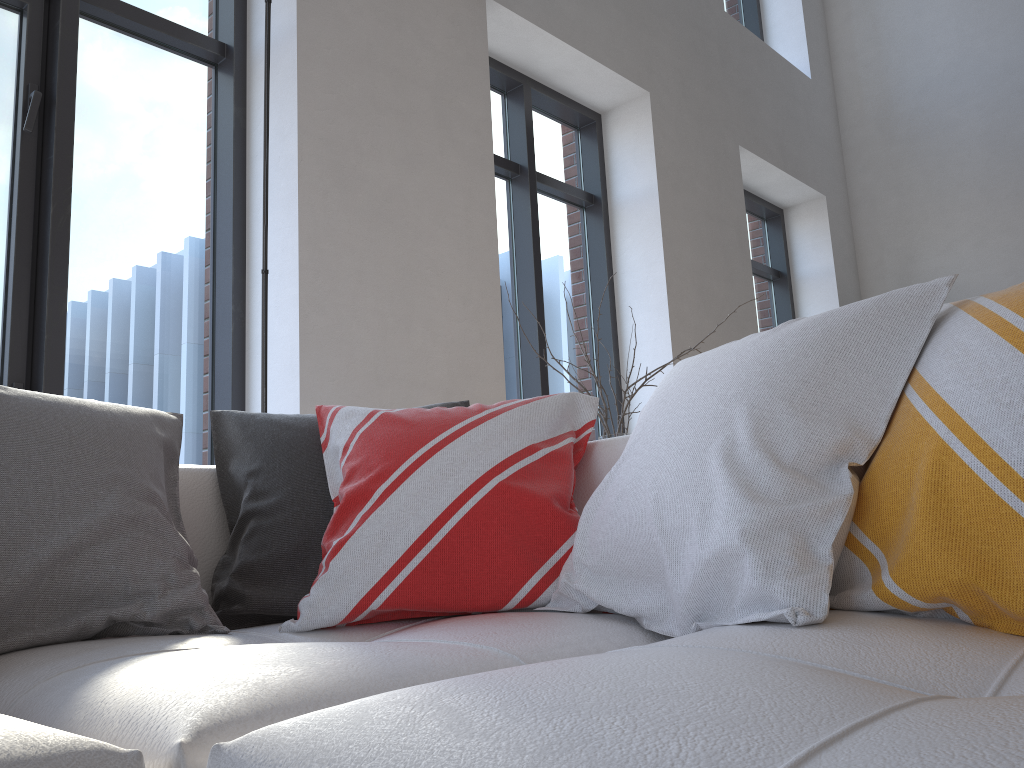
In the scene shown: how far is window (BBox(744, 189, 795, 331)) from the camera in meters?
6.6 m

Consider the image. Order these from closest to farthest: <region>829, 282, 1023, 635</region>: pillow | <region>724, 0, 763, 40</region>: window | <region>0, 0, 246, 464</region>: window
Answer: <region>829, 282, 1023, 635</region>: pillow
<region>0, 0, 246, 464</region>: window
<region>724, 0, 763, 40</region>: window

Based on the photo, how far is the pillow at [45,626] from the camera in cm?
118

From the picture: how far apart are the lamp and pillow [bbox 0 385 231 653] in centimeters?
61cm

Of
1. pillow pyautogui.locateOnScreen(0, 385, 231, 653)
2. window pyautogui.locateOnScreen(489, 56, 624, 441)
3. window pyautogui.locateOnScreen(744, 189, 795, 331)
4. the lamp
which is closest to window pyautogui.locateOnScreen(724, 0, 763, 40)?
window pyautogui.locateOnScreen(744, 189, 795, 331)

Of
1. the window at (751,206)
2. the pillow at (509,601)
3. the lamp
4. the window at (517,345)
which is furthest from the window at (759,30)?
the pillow at (509,601)

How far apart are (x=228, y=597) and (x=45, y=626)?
0.3 meters

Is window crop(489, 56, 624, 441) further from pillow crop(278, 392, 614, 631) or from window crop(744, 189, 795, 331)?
pillow crop(278, 392, 614, 631)

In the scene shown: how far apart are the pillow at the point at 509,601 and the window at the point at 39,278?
1.5m

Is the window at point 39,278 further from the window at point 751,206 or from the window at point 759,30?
the window at point 759,30
